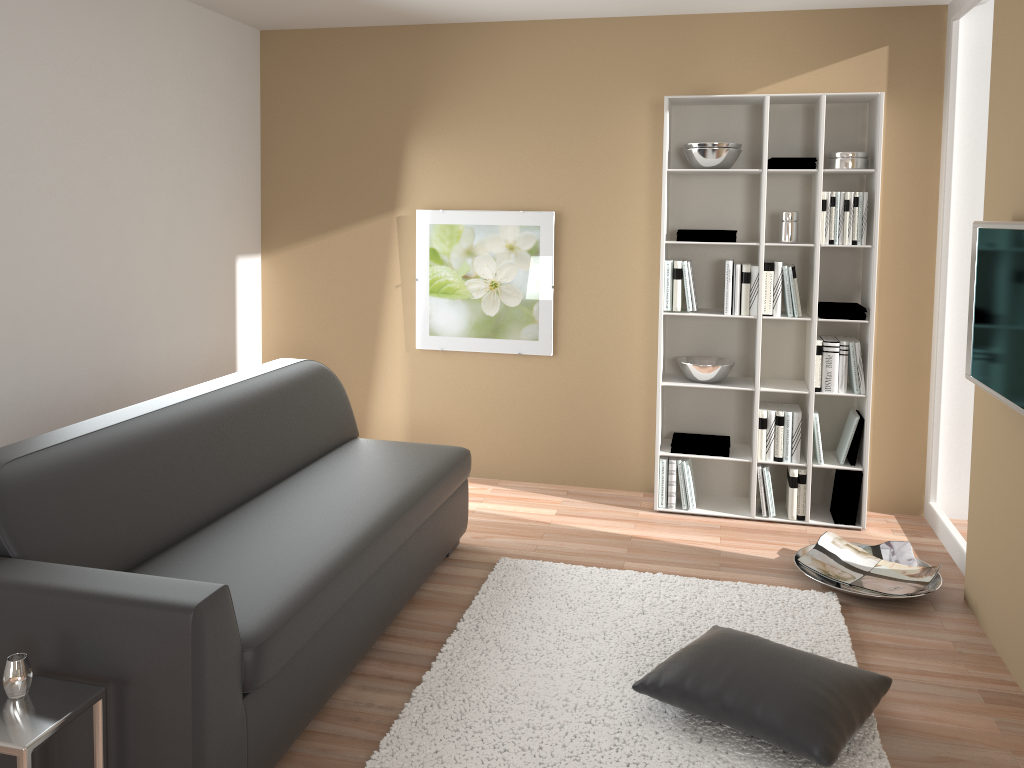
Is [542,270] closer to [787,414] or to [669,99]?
[669,99]

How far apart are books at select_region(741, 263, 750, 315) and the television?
1.3 meters

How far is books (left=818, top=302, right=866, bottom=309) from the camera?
4.4m

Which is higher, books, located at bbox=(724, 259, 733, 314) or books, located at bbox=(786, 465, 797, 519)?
books, located at bbox=(724, 259, 733, 314)

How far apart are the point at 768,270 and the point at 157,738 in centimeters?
342cm

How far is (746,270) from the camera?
4.39m

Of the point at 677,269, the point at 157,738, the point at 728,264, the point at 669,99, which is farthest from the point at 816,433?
the point at 157,738

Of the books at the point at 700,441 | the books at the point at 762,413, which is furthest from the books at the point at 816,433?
the books at the point at 700,441

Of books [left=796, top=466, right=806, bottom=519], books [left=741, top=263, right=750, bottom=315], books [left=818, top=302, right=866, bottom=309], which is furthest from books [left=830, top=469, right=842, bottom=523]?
books [left=741, top=263, right=750, bottom=315]

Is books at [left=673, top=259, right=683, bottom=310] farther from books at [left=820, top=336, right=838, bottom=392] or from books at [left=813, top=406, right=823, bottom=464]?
books at [left=813, top=406, right=823, bottom=464]
